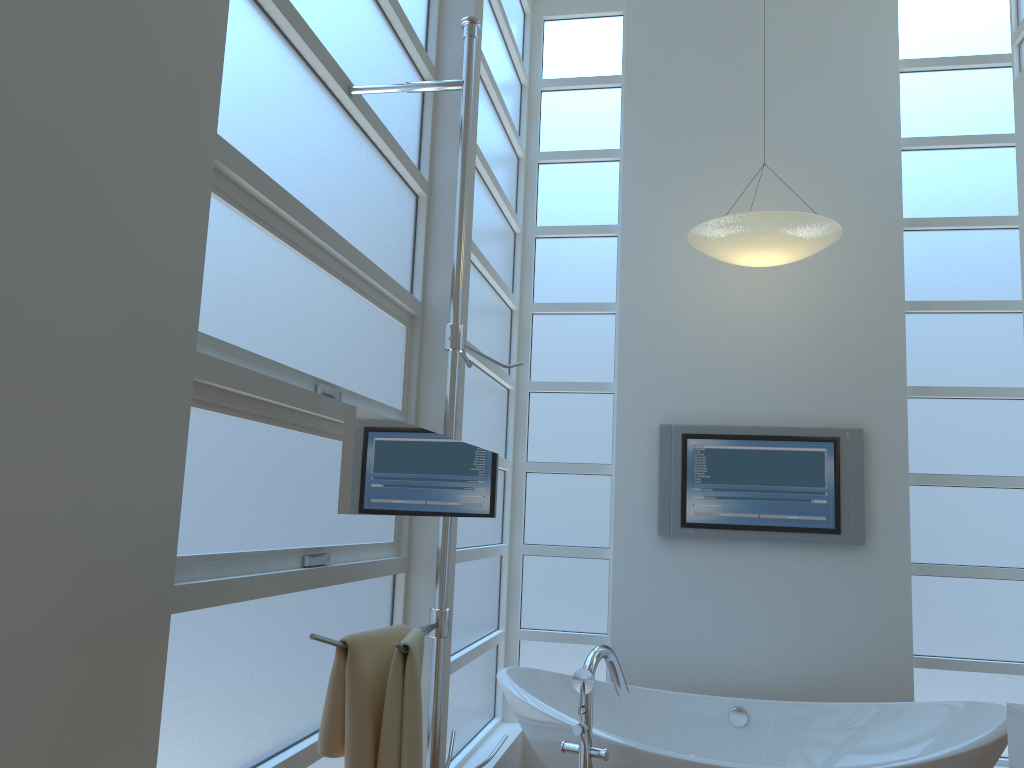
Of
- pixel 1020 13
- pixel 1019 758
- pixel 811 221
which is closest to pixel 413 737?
pixel 1019 758

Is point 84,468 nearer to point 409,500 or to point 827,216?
point 409,500

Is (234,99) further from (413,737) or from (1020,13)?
(1020,13)

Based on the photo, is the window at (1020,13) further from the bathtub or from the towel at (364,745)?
the towel at (364,745)

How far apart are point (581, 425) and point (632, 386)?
0.3m

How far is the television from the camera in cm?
390

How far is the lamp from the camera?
3.42m

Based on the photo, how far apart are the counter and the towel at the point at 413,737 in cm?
168

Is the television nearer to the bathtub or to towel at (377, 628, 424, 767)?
the bathtub

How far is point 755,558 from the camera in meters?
4.0 m
